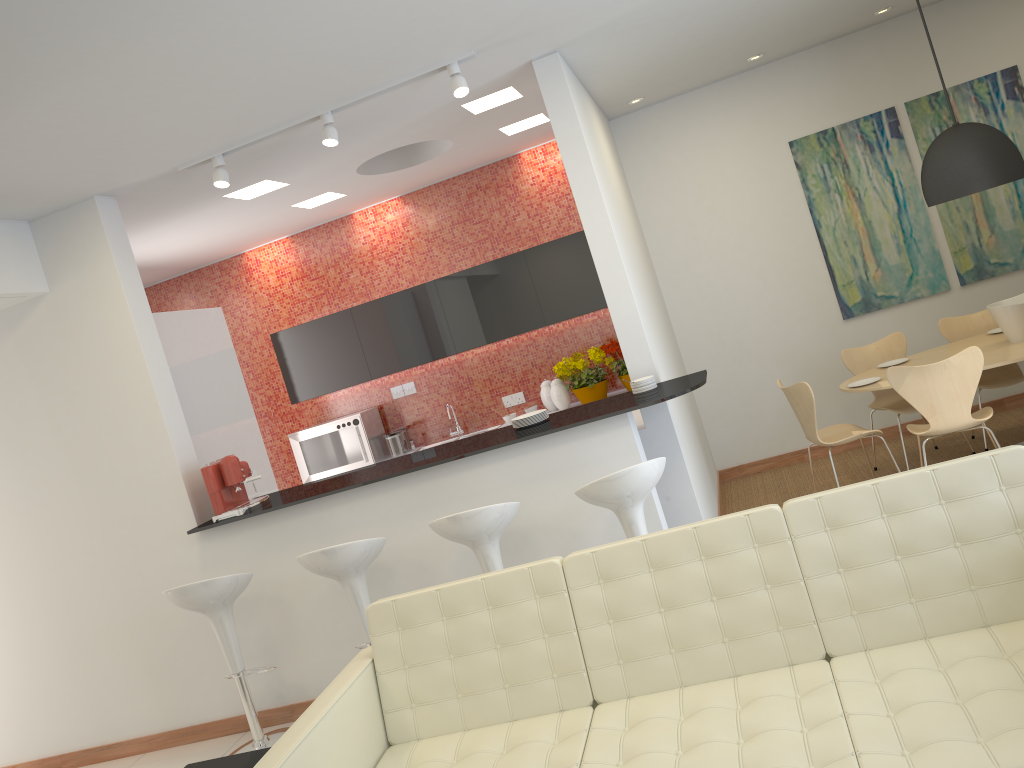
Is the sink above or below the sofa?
above

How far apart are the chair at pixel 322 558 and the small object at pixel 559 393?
3.1m

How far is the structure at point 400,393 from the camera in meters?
8.1 m

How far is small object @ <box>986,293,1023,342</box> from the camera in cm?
553

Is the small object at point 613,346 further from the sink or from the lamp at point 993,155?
the lamp at point 993,155

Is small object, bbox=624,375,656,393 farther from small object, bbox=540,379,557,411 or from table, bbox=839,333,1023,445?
small object, bbox=540,379,557,411

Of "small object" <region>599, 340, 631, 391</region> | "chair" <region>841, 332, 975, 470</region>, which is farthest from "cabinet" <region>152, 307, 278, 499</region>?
"chair" <region>841, 332, 975, 470</region>

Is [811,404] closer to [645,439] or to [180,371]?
[645,439]

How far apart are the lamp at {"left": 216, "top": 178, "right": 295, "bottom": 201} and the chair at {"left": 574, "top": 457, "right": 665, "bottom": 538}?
3.3 meters

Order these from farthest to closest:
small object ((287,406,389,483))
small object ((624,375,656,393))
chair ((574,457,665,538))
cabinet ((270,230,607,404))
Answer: small object ((287,406,389,483)), cabinet ((270,230,607,404)), small object ((624,375,656,393)), chair ((574,457,665,538))
